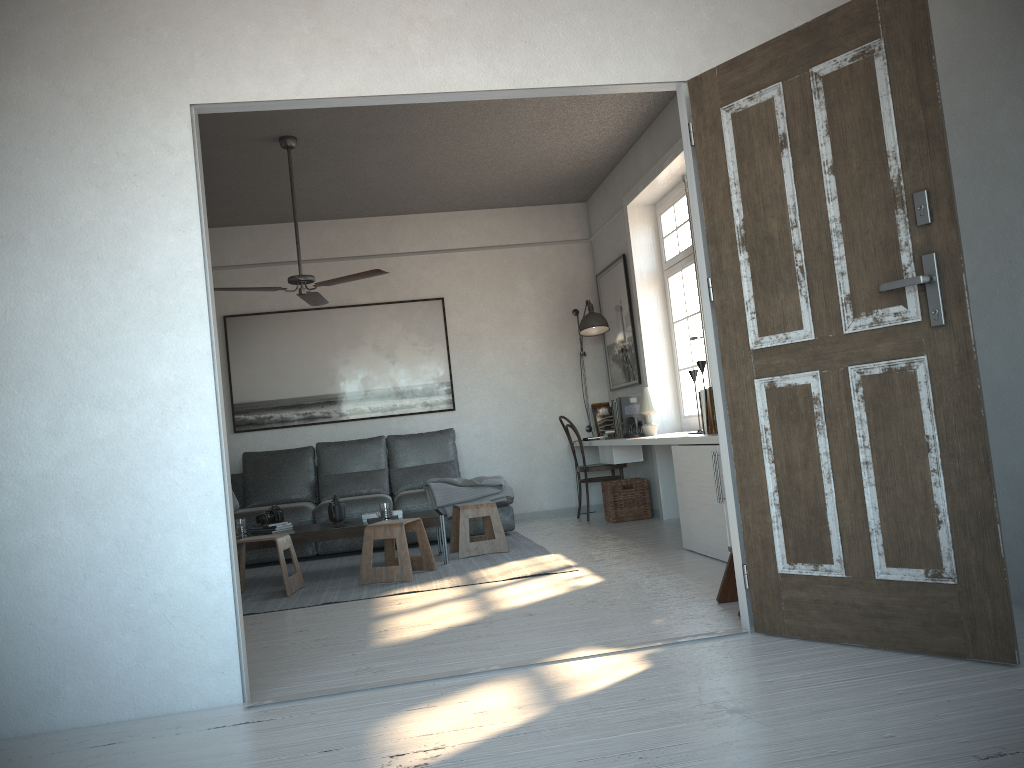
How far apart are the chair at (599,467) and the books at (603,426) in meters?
0.5 m

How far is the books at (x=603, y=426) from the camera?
8.0m

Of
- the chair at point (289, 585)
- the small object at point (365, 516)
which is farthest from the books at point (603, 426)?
the chair at point (289, 585)

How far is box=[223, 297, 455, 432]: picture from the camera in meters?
7.8 m

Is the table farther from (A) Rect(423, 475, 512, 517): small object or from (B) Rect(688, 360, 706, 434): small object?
(B) Rect(688, 360, 706, 434): small object

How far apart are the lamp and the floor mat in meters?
1.6

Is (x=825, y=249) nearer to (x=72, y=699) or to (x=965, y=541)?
(x=965, y=541)

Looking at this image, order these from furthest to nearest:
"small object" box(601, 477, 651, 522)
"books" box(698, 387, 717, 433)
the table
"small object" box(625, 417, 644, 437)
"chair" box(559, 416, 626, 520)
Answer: "chair" box(559, 416, 626, 520), "small object" box(601, 477, 651, 522), "small object" box(625, 417, 644, 437), the table, "books" box(698, 387, 717, 433)

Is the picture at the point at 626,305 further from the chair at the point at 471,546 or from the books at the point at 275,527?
the books at the point at 275,527

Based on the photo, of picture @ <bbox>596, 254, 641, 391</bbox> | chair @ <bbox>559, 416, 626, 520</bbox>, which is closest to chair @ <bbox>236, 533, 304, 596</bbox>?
chair @ <bbox>559, 416, 626, 520</bbox>
